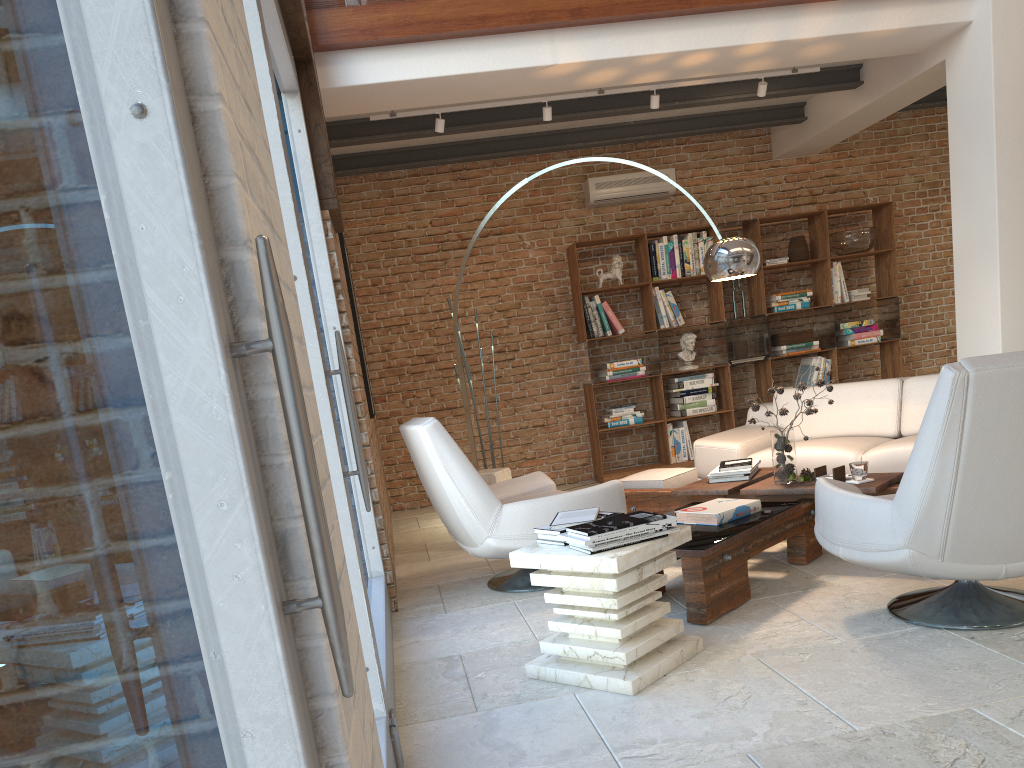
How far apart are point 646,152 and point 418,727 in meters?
6.8 m

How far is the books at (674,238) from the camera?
8.2m

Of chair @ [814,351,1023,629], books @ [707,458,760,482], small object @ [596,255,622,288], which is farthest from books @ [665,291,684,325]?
chair @ [814,351,1023,629]

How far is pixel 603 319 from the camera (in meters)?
8.17

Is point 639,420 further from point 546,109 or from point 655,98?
point 546,109

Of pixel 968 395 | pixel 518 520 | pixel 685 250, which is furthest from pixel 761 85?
pixel 968 395

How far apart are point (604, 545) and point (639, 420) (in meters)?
5.27

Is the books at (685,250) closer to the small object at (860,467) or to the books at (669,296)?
the books at (669,296)

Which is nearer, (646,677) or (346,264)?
(646,677)

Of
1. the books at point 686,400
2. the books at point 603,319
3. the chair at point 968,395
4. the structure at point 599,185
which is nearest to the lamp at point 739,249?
the chair at point 968,395
